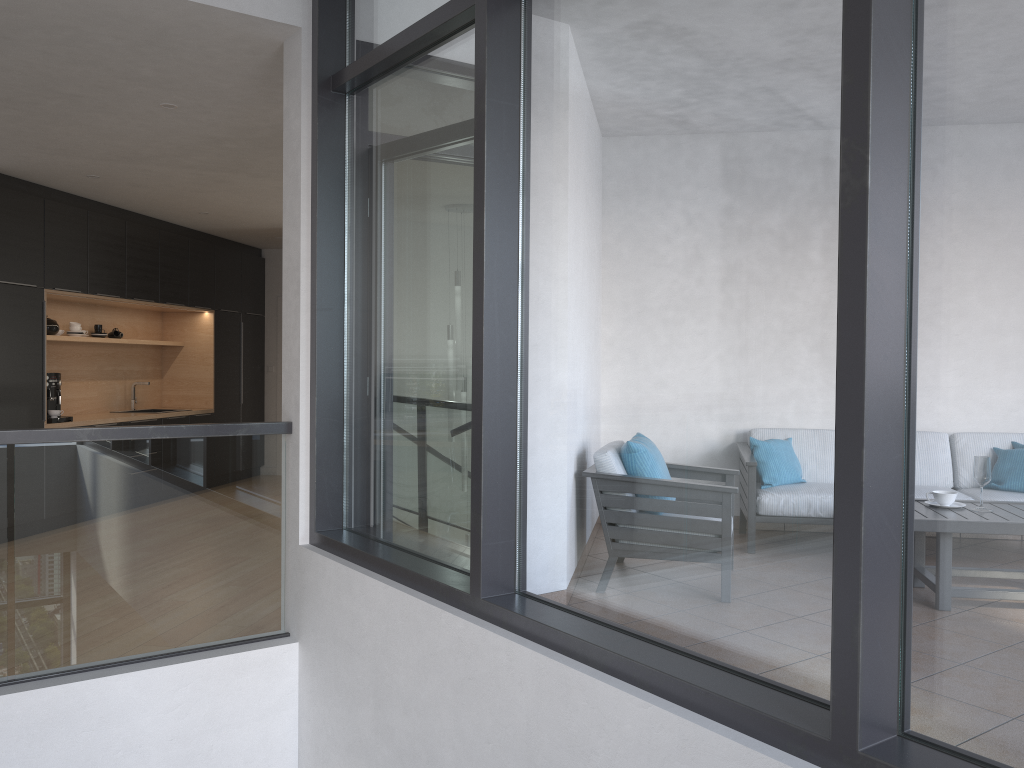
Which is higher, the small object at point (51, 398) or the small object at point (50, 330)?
the small object at point (50, 330)

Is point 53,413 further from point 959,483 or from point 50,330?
point 959,483

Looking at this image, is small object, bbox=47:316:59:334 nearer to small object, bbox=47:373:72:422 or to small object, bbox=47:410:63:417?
small object, bbox=47:373:72:422

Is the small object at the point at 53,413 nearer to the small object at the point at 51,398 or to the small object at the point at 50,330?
the small object at the point at 51,398

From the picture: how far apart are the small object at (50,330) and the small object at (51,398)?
0.5 meters

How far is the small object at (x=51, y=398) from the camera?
7.1 meters

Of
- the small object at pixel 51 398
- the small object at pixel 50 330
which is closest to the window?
the small object at pixel 51 398

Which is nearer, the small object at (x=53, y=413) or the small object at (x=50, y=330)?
the small object at (x=53, y=413)

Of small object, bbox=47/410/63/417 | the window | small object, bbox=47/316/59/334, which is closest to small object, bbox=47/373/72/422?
small object, bbox=47/410/63/417

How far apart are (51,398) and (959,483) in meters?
7.1
